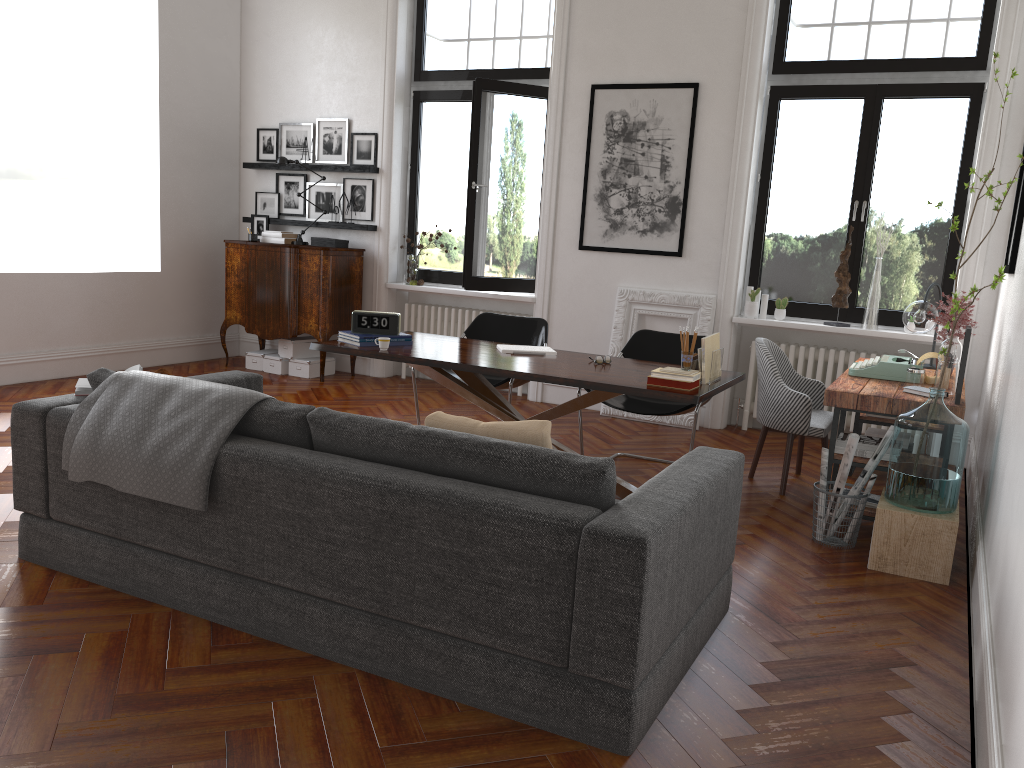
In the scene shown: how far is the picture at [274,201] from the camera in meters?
8.8

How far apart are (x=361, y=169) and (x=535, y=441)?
5.9 meters

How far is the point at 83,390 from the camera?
3.7m

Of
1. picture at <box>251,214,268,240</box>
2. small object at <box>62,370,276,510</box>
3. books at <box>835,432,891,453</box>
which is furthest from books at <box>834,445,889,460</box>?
picture at <box>251,214,268,240</box>

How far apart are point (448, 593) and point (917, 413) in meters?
2.5 m

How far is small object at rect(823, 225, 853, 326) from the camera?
6.60m

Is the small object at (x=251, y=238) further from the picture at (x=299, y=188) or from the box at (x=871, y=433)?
the box at (x=871, y=433)

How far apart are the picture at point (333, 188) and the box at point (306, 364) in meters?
1.4 m

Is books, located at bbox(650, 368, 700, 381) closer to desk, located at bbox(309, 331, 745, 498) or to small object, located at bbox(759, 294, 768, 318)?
desk, located at bbox(309, 331, 745, 498)

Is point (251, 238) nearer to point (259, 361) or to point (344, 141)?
point (259, 361)
